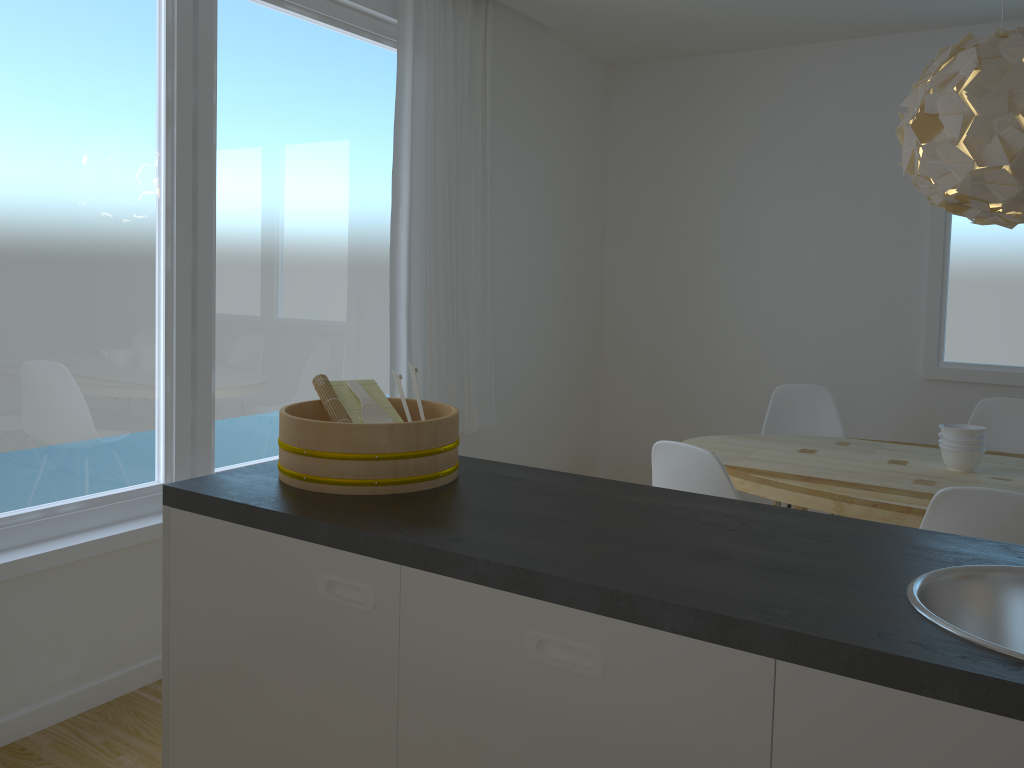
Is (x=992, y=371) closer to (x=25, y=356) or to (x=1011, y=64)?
(x=1011, y=64)

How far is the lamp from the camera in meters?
2.6

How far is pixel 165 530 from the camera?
1.8 meters

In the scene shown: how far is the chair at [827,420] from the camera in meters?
4.2

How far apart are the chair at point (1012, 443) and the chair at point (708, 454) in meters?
2.0

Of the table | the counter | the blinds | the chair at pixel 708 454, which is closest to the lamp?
the table

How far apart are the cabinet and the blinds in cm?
212

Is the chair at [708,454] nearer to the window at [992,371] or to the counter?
the counter

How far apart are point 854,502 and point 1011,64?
1.39m

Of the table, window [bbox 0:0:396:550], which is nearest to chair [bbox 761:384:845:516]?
the table
